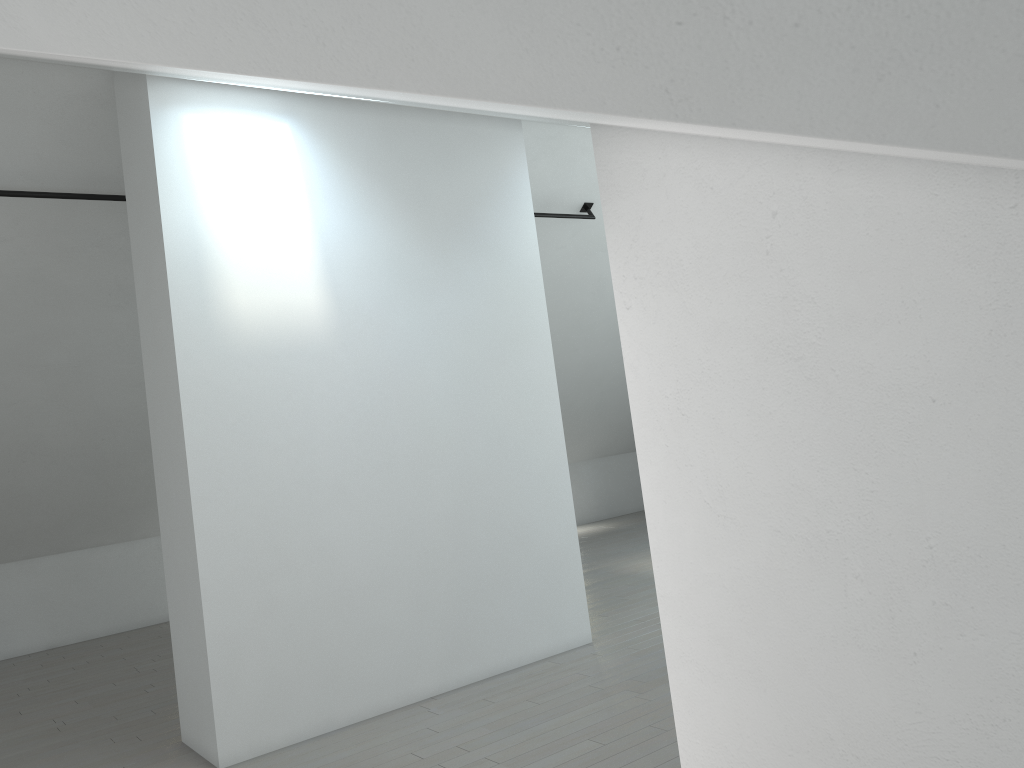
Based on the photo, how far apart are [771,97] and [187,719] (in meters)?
5.15

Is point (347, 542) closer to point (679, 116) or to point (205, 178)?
point (205, 178)
